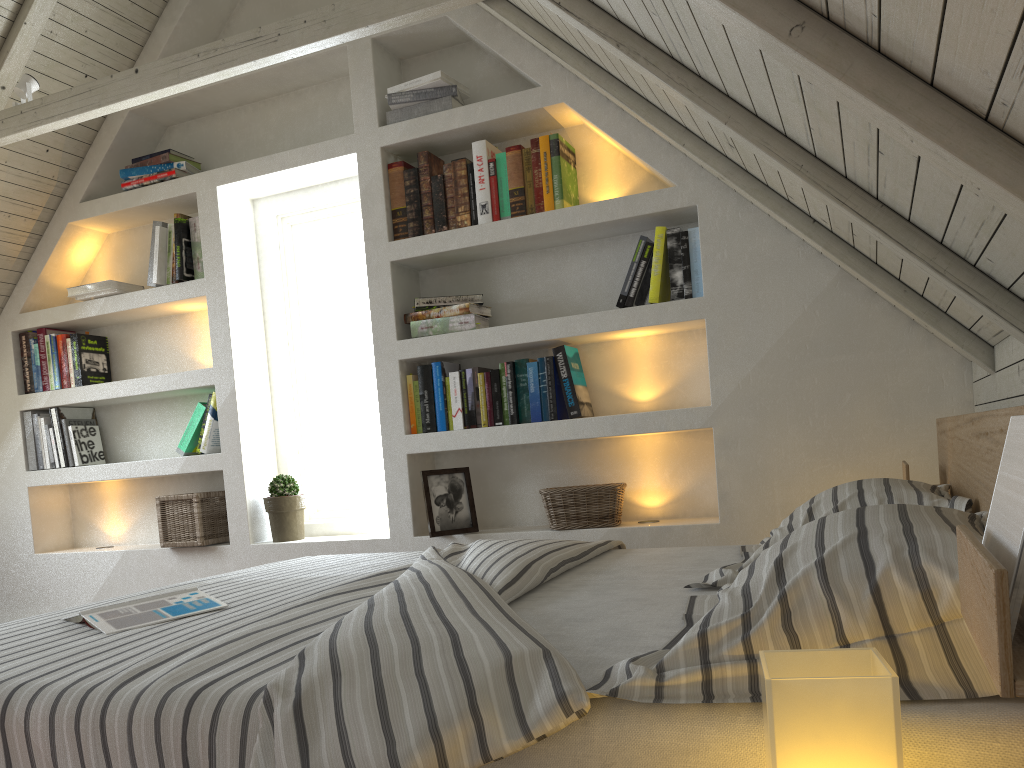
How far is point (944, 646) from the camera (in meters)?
0.80

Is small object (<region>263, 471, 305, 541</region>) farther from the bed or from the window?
the bed

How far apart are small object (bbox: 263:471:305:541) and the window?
0.2m

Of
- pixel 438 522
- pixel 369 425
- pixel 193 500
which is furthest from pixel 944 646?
pixel 193 500

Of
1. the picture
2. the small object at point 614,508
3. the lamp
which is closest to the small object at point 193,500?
the picture

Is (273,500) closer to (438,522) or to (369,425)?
(369,425)

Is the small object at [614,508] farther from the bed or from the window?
the window

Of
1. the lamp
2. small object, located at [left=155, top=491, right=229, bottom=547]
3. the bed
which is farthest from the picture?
the lamp

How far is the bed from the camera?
0.8 meters

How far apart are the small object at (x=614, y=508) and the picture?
0.26m
